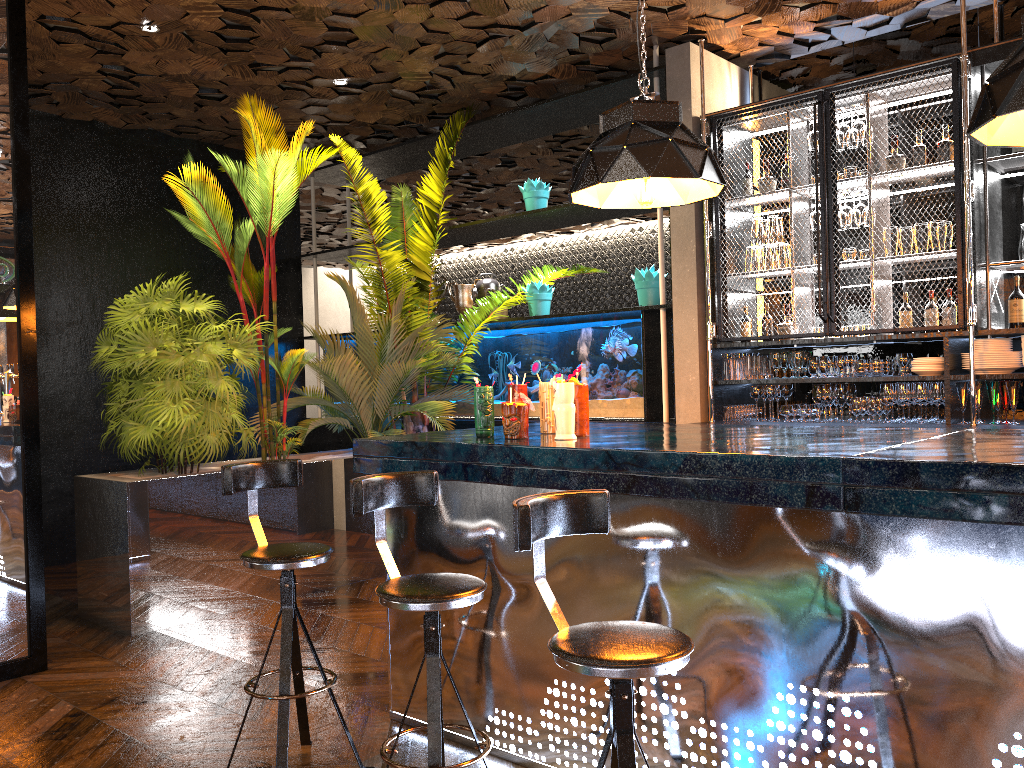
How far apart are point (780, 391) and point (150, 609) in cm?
403

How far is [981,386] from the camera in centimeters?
488cm

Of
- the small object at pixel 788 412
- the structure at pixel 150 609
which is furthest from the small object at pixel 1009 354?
the structure at pixel 150 609

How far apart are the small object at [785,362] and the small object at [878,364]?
0.6m

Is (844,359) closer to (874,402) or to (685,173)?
(874,402)

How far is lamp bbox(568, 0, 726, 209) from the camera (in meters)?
3.09

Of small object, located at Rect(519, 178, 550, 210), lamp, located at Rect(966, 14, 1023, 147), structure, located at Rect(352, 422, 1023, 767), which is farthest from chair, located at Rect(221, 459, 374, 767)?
small object, located at Rect(519, 178, 550, 210)

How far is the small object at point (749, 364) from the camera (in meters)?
5.70

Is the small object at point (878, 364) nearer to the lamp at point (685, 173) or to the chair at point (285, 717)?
the lamp at point (685, 173)

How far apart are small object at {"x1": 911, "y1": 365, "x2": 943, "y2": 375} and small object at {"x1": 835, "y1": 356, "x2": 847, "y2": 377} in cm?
40
